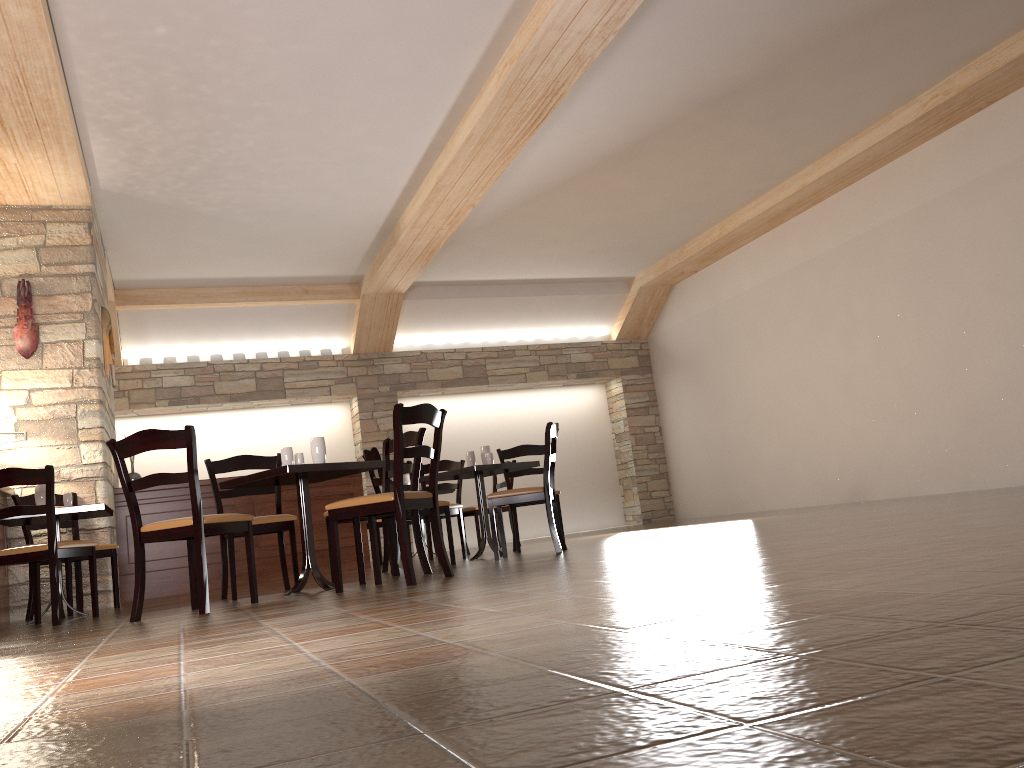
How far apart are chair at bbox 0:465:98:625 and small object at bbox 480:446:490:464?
2.71m

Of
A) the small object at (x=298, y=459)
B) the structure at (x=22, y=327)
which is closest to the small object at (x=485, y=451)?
the small object at (x=298, y=459)

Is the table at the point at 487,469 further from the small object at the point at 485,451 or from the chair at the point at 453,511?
the chair at the point at 453,511

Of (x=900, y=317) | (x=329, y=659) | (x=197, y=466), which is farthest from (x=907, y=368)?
(x=329, y=659)

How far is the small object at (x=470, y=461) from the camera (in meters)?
6.55

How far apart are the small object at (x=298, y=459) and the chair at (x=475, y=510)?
3.80m

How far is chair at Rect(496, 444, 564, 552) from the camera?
7.3m

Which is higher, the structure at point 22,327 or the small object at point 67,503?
the structure at point 22,327

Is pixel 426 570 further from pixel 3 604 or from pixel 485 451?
pixel 3 604

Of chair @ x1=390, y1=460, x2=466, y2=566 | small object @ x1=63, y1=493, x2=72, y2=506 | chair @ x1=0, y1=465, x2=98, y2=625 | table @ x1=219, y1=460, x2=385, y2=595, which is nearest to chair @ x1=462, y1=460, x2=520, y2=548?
chair @ x1=390, y1=460, x2=466, y2=566
